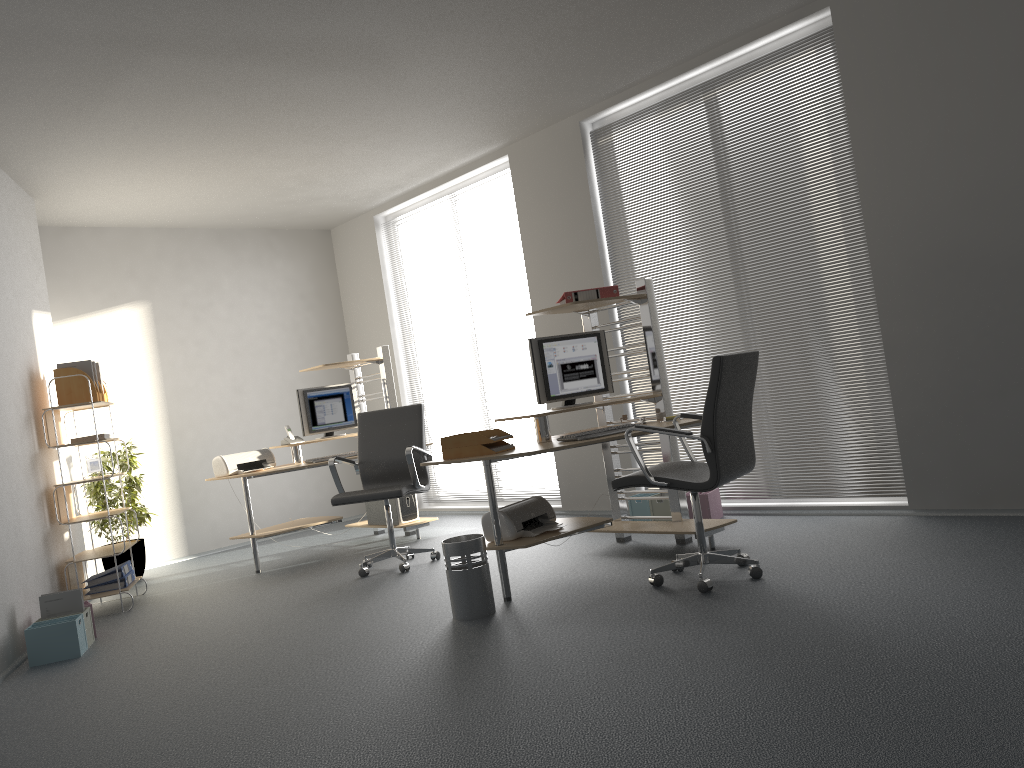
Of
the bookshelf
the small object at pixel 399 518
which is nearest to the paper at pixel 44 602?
the bookshelf

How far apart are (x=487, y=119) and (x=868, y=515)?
3.69m

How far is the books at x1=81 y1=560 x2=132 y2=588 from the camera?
5.8 meters

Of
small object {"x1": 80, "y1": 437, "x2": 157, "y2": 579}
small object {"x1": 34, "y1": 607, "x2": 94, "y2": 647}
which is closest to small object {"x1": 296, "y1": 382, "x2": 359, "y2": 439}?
small object {"x1": 80, "y1": 437, "x2": 157, "y2": 579}

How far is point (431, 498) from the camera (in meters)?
8.51

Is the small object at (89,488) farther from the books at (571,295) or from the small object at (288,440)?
the books at (571,295)

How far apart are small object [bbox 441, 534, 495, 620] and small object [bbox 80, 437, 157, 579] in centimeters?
373cm

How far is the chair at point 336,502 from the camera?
5.6m

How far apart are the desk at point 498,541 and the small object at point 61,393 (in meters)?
3.06

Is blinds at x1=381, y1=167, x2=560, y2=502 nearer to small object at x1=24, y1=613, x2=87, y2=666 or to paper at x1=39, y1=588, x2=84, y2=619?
paper at x1=39, y1=588, x2=84, y2=619
